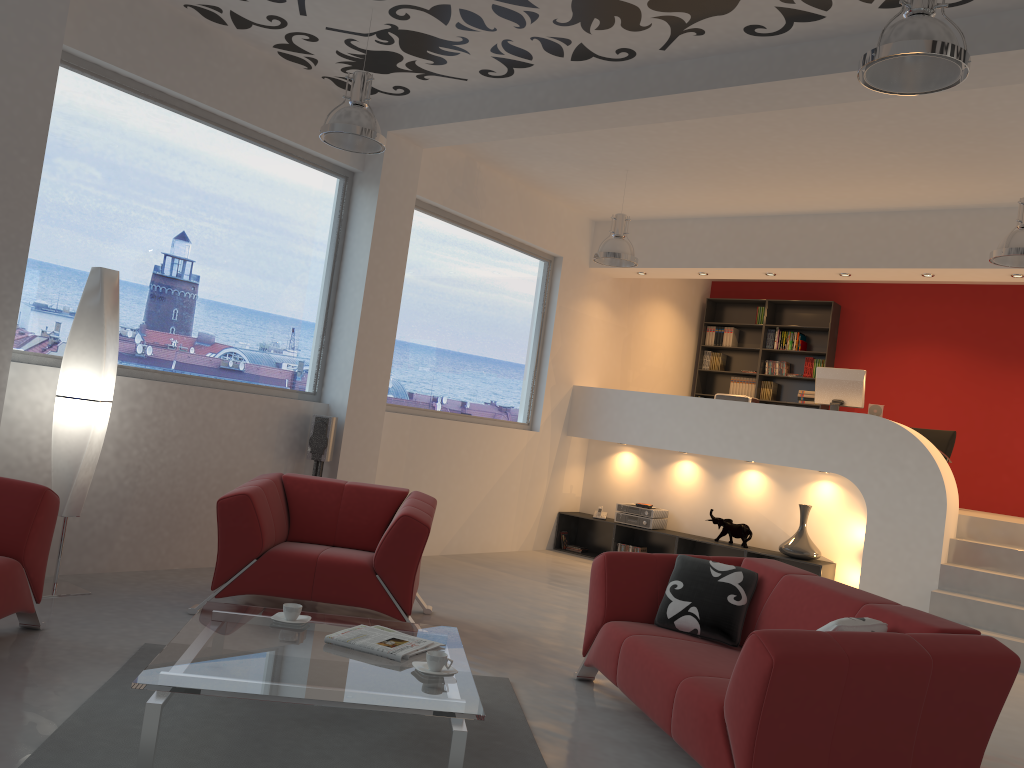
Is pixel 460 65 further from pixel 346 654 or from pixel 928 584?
pixel 928 584

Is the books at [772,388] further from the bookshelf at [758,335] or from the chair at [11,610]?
the chair at [11,610]

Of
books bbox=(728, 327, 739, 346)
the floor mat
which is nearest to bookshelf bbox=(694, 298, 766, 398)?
books bbox=(728, 327, 739, 346)

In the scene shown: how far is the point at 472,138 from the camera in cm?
659

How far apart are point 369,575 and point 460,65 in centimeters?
329cm

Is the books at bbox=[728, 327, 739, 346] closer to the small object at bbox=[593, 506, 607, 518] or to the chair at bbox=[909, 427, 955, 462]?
the chair at bbox=[909, 427, 955, 462]

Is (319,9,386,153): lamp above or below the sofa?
above

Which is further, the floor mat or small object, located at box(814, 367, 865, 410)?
small object, located at box(814, 367, 865, 410)

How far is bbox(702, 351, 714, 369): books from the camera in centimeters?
1153cm

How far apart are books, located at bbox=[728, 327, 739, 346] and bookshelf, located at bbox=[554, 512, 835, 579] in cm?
332
